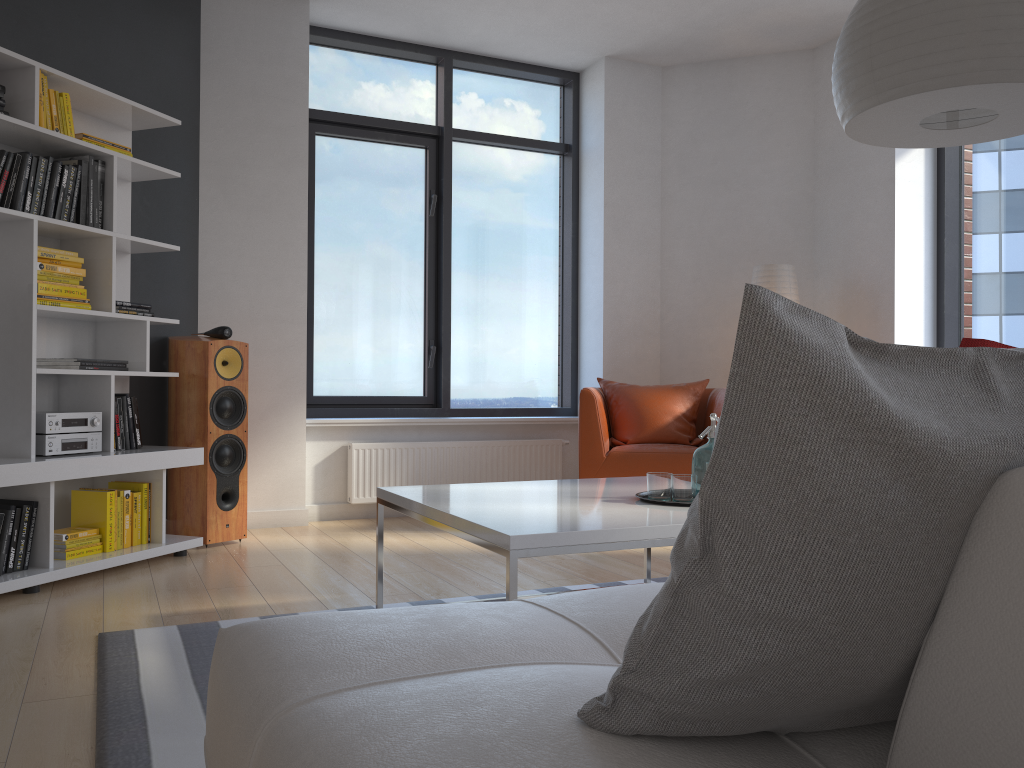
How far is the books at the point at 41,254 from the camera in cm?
360

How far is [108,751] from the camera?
1.9m

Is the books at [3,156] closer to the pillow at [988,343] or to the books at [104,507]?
the books at [104,507]

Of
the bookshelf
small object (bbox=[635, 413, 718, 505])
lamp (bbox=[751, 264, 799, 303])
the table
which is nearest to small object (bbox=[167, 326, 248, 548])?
the bookshelf

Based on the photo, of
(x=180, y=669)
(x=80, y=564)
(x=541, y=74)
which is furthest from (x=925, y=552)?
(x=541, y=74)

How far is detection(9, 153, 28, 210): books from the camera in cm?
342

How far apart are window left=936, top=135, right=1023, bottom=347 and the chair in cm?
135

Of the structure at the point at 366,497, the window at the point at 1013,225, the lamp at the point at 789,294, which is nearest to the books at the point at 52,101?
the structure at the point at 366,497

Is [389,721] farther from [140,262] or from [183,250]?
[183,250]

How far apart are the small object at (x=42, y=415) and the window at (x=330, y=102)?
1.7m
